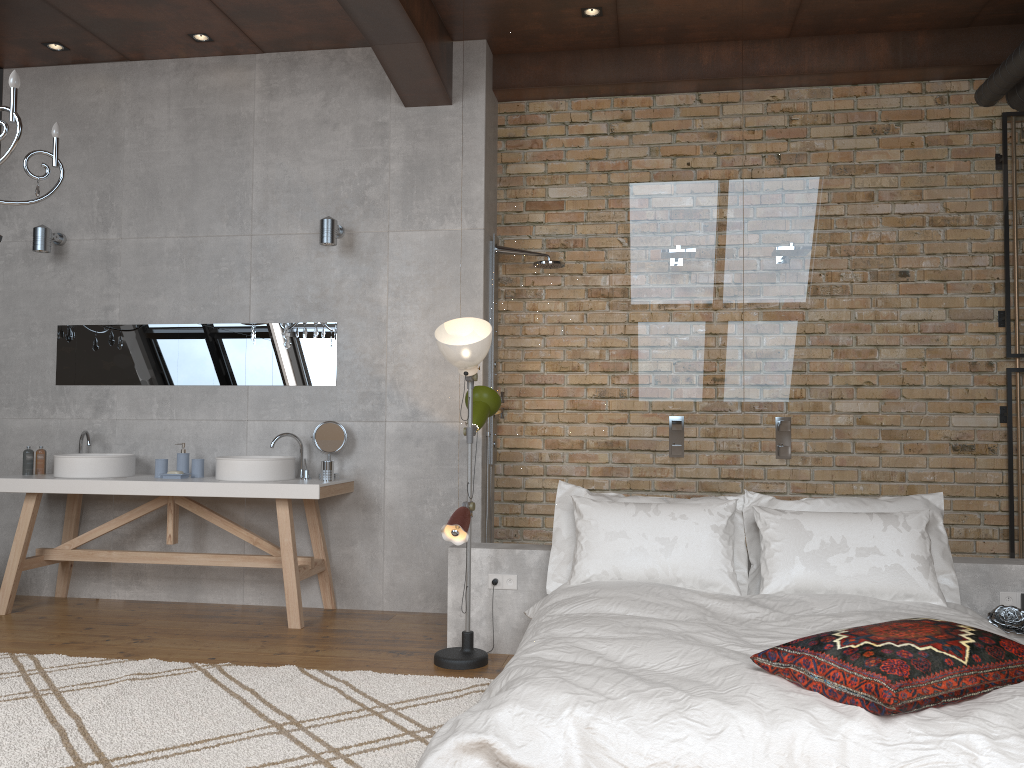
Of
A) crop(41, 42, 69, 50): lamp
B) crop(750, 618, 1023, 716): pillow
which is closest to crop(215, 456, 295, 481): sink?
crop(41, 42, 69, 50): lamp

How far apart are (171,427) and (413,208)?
2.0 meters

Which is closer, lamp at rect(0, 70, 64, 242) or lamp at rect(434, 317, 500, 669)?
lamp at rect(0, 70, 64, 242)

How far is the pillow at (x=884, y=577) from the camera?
3.5m

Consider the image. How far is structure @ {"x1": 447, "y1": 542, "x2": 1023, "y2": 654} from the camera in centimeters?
389cm

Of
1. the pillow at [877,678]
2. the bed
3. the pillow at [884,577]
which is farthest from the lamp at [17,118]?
the pillow at [884,577]

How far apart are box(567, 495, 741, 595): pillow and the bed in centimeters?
5cm

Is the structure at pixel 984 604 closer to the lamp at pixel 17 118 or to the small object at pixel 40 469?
the lamp at pixel 17 118

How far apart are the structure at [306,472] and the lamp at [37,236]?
2.10m

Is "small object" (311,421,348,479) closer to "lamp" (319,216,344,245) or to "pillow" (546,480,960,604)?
"lamp" (319,216,344,245)
